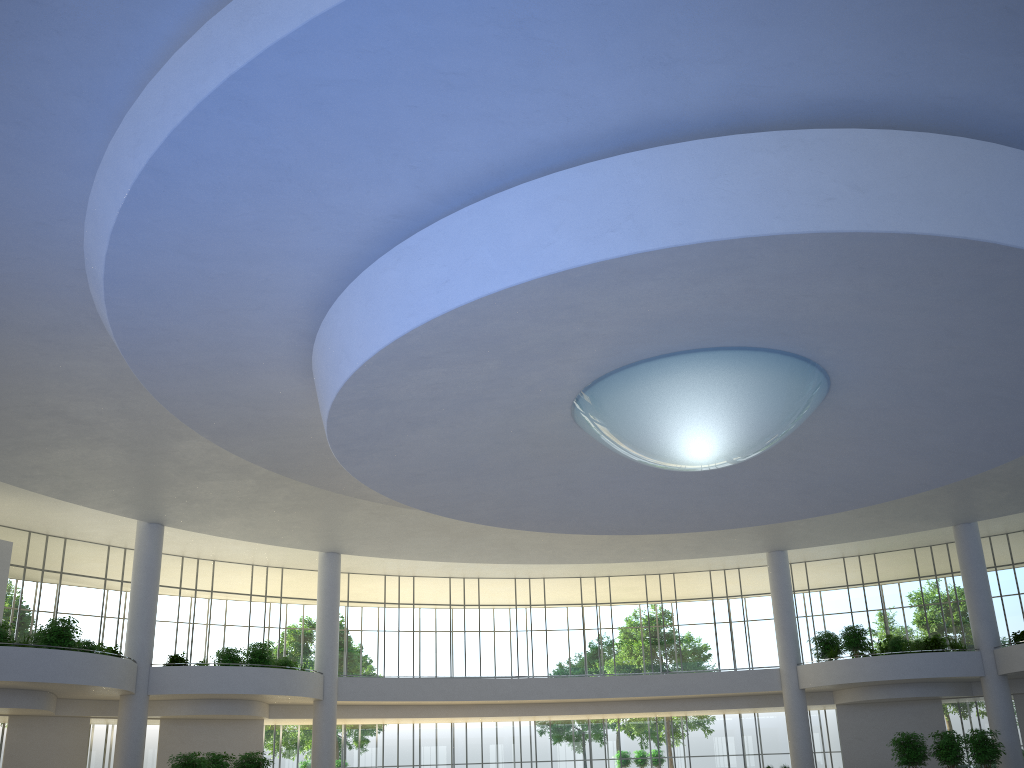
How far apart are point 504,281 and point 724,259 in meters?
7.0
